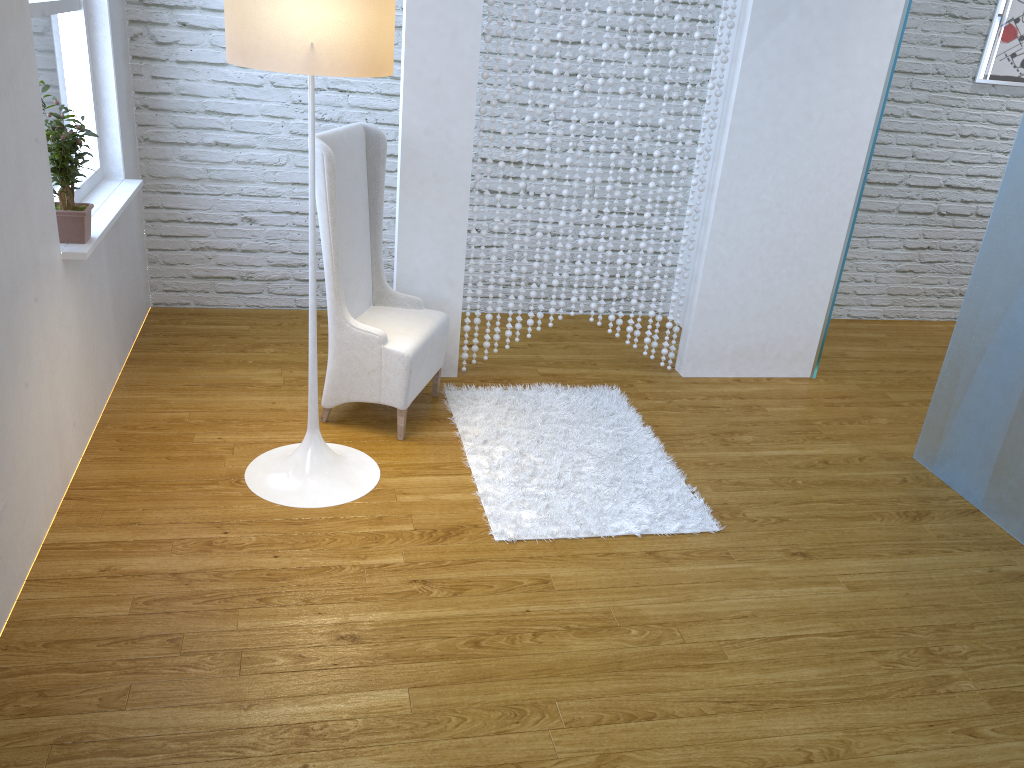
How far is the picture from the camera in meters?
4.2 m

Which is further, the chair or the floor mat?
the chair

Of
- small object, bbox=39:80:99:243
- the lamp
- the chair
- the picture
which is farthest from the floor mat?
the picture

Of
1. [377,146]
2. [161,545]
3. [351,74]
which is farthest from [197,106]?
[161,545]

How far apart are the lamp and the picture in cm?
338

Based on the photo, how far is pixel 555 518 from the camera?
2.6m

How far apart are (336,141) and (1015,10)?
3.44m

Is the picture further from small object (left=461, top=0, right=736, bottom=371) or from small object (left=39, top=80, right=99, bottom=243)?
small object (left=39, top=80, right=99, bottom=243)

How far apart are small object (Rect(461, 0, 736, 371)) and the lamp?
0.8 meters

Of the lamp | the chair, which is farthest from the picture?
the lamp
